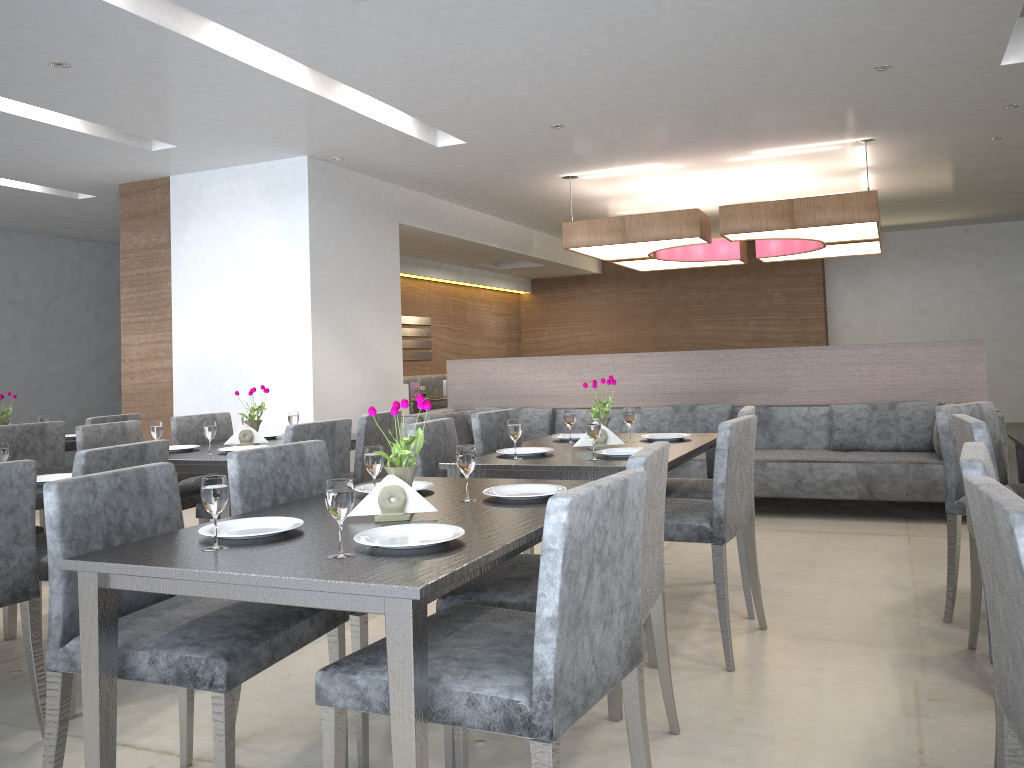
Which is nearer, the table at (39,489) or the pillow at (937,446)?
the table at (39,489)

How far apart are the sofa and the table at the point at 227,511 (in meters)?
1.80

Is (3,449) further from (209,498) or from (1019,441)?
(1019,441)

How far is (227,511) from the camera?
3.50m

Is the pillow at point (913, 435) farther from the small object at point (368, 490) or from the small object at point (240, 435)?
the small object at point (368, 490)

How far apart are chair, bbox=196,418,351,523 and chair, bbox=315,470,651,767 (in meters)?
1.77

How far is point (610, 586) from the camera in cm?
162

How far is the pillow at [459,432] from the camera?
6.4 meters

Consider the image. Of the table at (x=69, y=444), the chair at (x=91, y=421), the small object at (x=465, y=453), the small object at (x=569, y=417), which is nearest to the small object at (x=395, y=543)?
the small object at (x=465, y=453)

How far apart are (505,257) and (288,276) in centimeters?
417cm
